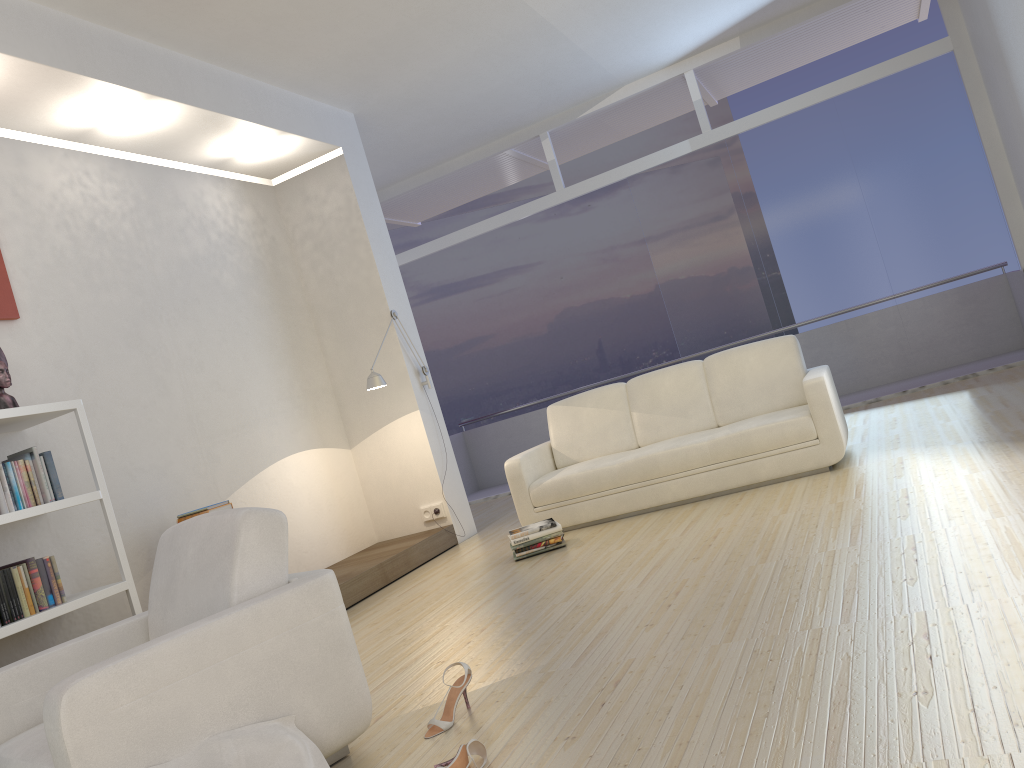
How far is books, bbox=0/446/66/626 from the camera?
3.9 meters

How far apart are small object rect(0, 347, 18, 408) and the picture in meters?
0.4

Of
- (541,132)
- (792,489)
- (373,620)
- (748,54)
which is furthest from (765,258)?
(373,620)

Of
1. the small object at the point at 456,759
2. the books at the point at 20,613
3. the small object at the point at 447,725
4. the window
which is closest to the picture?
the books at the point at 20,613

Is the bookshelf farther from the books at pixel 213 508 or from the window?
the window

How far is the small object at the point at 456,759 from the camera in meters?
2.4 m

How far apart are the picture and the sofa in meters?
3.1

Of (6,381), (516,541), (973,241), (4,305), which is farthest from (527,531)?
(973,241)

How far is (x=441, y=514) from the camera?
6.88m

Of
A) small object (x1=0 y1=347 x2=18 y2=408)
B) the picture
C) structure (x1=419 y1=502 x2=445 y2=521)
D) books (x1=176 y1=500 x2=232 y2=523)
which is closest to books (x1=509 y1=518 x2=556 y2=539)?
structure (x1=419 y1=502 x2=445 y2=521)
